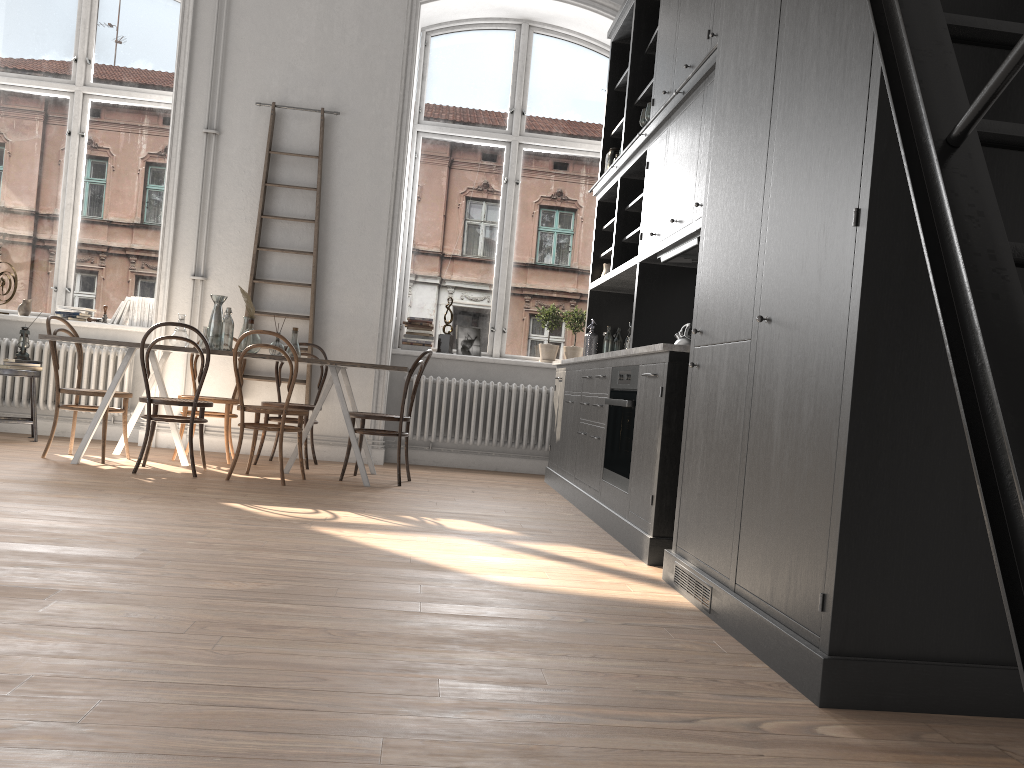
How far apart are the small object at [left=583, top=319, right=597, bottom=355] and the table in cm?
183

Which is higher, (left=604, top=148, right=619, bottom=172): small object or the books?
(left=604, top=148, right=619, bottom=172): small object

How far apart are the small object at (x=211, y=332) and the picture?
2.1m

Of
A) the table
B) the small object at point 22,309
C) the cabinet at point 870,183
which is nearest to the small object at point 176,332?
the table

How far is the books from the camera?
7.2 meters

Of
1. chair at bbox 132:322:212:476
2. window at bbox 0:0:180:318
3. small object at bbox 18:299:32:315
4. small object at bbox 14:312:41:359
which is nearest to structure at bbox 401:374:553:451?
chair at bbox 132:322:212:476

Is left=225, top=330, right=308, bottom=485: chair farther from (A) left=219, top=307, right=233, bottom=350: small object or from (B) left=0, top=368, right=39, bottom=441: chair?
(B) left=0, top=368, right=39, bottom=441: chair

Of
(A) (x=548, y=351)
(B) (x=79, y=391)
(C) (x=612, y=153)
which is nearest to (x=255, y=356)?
(B) (x=79, y=391)

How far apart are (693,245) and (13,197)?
5.93m

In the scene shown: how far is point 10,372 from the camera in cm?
650
